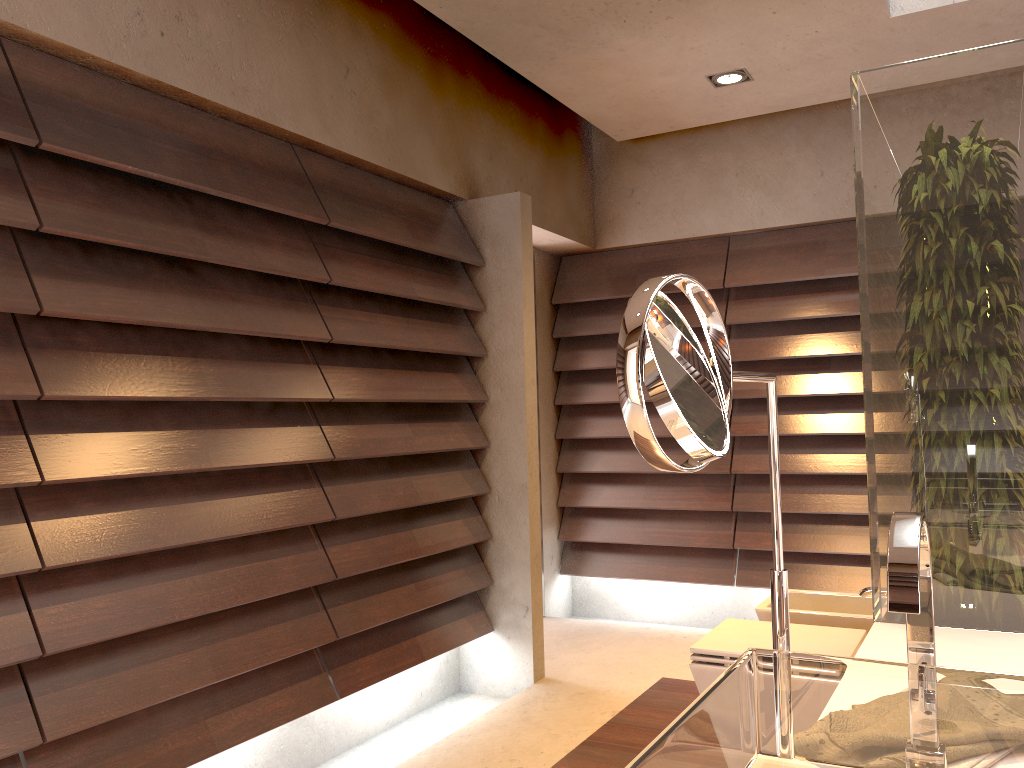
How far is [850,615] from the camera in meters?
2.7

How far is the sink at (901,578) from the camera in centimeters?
80cm

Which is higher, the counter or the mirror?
the mirror

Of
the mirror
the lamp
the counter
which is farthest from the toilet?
the lamp

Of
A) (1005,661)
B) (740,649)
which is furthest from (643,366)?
(740,649)

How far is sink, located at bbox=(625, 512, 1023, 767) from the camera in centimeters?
80cm

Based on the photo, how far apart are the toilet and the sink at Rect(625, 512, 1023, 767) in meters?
1.3 m

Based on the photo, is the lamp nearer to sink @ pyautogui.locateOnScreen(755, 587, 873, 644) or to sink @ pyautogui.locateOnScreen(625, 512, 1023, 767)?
sink @ pyautogui.locateOnScreen(755, 587, 873, 644)

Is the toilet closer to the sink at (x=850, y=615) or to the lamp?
the sink at (x=850, y=615)

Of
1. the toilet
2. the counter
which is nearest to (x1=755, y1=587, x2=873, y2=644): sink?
the toilet
